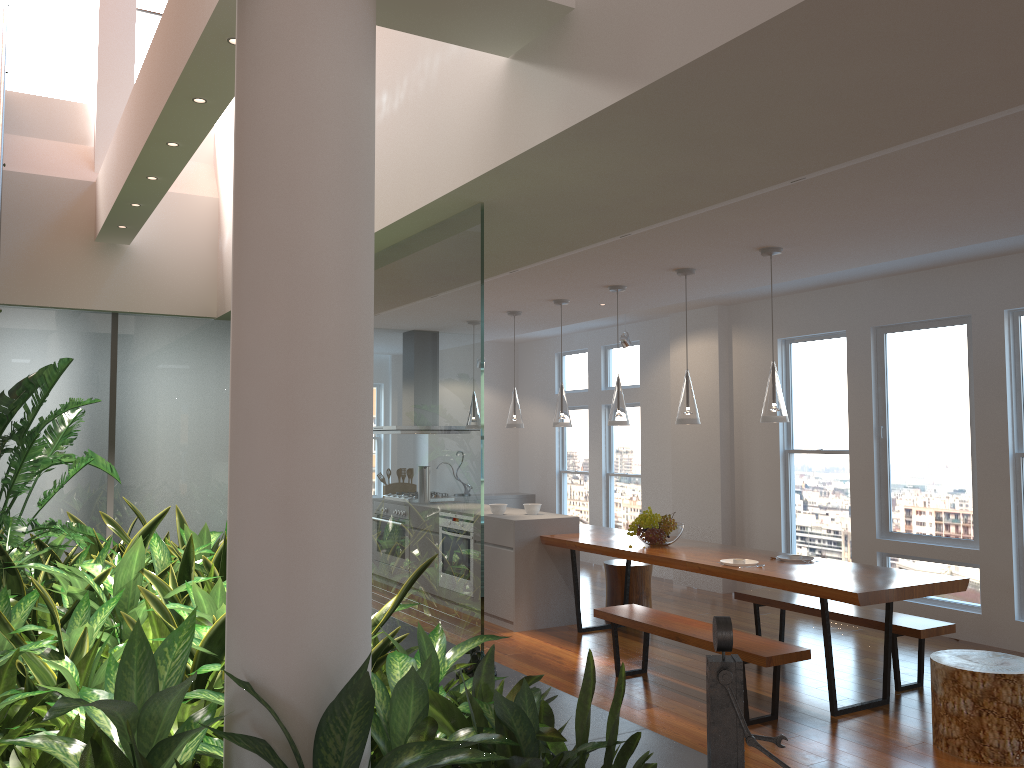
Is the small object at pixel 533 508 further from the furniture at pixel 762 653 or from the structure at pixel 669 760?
the structure at pixel 669 760

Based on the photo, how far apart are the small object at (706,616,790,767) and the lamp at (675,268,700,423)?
3.06m

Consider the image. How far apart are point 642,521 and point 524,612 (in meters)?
1.29

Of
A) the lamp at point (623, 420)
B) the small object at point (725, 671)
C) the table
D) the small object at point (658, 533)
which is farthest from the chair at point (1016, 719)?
the lamp at point (623, 420)

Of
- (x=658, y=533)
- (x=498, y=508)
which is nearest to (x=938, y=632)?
(x=658, y=533)

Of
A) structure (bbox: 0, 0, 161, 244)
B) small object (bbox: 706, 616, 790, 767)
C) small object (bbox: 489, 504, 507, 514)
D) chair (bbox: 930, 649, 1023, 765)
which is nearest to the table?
chair (bbox: 930, 649, 1023, 765)

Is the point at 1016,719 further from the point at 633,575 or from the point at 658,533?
the point at 633,575

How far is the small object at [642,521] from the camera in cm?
605

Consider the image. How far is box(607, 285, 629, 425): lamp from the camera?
6.2 meters

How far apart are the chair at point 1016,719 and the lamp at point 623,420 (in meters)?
2.51
